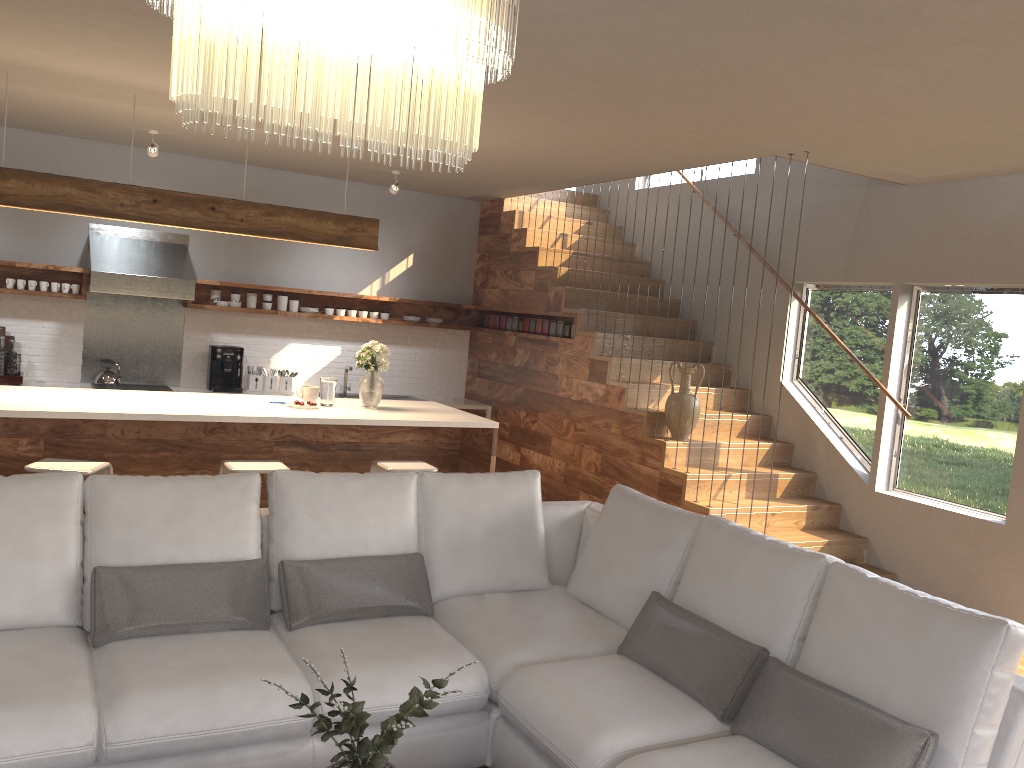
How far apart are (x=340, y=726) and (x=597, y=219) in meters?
5.6 m

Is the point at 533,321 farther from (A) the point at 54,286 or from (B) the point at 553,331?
(A) the point at 54,286

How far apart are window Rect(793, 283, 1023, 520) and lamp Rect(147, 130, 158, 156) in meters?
5.0

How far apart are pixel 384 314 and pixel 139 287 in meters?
2.3

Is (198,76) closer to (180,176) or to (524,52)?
(524,52)

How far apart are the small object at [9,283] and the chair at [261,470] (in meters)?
3.34

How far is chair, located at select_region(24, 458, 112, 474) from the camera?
4.3m

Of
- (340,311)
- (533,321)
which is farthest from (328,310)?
(533,321)

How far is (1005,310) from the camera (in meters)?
5.55

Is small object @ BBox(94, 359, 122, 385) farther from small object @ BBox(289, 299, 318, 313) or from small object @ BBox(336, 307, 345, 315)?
small object @ BBox(336, 307, 345, 315)
